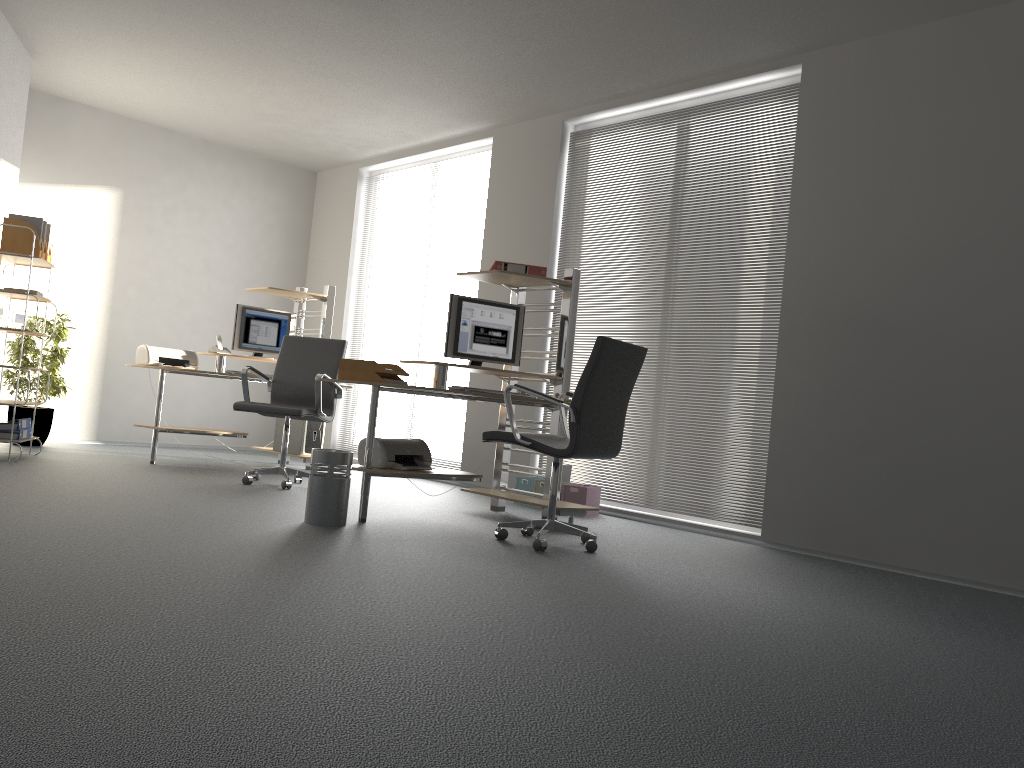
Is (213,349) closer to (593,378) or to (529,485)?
(529,485)

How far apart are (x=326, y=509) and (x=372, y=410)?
0.59m

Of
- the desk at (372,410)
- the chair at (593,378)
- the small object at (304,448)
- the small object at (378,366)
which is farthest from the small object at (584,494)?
the small object at (304,448)

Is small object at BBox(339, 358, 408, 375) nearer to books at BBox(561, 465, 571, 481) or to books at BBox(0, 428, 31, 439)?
books at BBox(561, 465, 571, 481)

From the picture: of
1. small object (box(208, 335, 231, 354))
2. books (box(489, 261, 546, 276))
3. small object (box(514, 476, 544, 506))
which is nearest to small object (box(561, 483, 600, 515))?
small object (box(514, 476, 544, 506))

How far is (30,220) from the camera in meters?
6.1

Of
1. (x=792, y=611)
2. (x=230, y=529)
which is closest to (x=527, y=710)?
(x=792, y=611)

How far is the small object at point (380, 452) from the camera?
4.7 meters

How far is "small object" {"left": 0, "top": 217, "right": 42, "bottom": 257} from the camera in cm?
604

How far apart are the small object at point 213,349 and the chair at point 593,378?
3.5m
